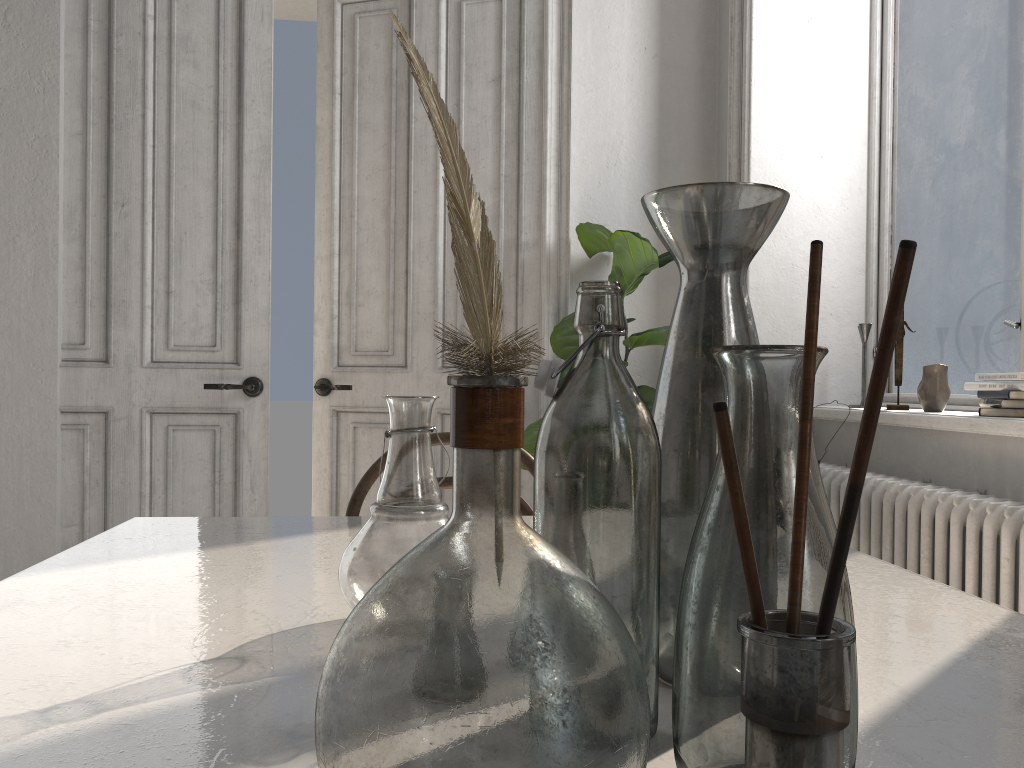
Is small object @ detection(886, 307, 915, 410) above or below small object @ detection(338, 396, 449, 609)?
above

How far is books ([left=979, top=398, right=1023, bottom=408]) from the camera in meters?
2.2 m

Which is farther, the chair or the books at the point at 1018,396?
the books at the point at 1018,396

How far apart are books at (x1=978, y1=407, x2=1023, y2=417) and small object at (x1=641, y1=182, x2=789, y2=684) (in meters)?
1.85

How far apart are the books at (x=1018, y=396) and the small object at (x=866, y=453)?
2.19m

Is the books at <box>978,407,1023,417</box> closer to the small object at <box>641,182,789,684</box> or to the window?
the window

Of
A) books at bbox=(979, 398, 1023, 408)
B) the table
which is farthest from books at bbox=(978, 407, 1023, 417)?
the table

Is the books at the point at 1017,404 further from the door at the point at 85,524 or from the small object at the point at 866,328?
the door at the point at 85,524

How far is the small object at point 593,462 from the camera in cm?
56

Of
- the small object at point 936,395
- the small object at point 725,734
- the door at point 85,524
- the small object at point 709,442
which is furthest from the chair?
the door at point 85,524
